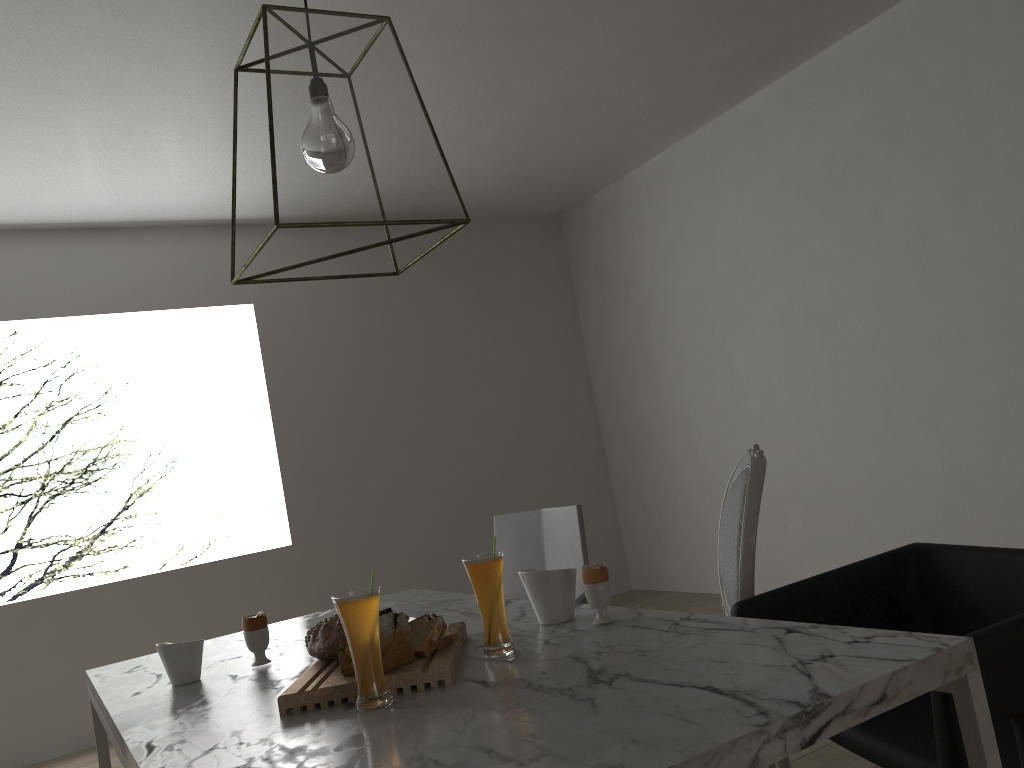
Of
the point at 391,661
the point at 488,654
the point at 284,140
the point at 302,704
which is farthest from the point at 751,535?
the point at 284,140

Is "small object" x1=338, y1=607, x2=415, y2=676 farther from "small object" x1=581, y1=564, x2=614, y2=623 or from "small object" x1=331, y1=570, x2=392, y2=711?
"small object" x1=581, y1=564, x2=614, y2=623

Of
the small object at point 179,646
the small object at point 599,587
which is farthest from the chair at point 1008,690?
the small object at point 179,646

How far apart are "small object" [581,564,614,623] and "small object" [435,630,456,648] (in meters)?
0.25

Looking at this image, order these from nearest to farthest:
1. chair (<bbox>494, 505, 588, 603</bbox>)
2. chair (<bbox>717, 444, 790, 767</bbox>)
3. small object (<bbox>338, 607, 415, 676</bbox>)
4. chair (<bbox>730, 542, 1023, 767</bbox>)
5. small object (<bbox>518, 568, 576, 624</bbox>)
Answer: chair (<bbox>730, 542, 1023, 767</bbox>), small object (<bbox>338, 607, 415, 676</bbox>), small object (<bbox>518, 568, 576, 624</bbox>), chair (<bbox>717, 444, 790, 767</bbox>), chair (<bbox>494, 505, 588, 603</bbox>)

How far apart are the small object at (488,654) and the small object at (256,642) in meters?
0.5

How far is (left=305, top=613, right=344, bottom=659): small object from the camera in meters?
1.5 m

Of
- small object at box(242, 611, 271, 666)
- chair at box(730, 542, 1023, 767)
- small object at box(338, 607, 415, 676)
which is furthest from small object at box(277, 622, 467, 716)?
chair at box(730, 542, 1023, 767)

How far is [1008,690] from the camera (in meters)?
1.13

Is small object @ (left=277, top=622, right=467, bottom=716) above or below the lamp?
below
